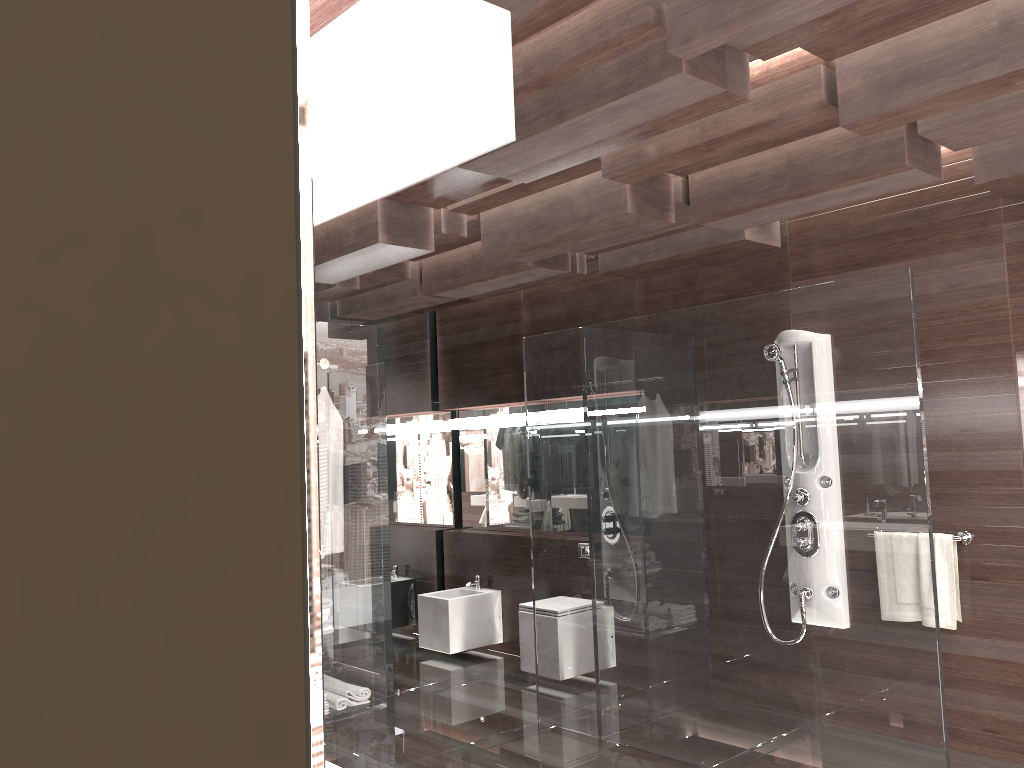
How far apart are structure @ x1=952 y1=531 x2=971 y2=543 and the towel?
0.03m

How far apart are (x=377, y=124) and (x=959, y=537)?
4.0m

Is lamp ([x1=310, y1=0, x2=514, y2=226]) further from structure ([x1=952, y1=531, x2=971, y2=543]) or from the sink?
the sink

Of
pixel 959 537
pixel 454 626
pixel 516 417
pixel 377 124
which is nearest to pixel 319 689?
pixel 377 124

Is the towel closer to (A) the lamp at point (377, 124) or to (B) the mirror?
(B) the mirror

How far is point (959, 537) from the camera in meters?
3.9

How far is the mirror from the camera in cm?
41

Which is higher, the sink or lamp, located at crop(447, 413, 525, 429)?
lamp, located at crop(447, 413, 525, 429)

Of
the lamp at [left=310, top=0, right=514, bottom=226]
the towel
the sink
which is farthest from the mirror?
the towel

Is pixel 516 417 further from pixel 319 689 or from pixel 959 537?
pixel 319 689
